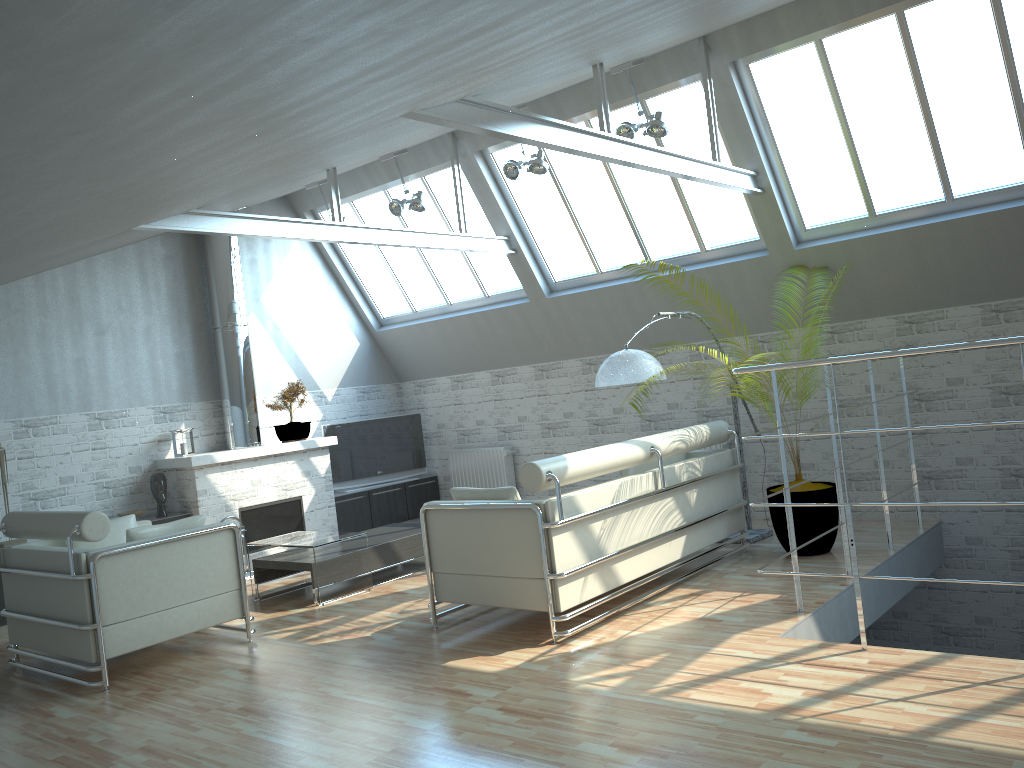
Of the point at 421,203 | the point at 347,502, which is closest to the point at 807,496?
the point at 421,203

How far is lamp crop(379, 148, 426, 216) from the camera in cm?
1609

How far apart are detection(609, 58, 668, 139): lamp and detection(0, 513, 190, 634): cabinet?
10.1 meters

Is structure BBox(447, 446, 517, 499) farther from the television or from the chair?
the chair

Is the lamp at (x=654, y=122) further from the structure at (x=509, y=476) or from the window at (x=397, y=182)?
the structure at (x=509, y=476)

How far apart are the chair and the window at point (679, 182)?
8.4m

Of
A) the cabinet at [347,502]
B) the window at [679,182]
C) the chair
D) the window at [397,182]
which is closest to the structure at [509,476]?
the cabinet at [347,502]

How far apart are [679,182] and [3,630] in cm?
1286

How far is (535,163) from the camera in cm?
1429

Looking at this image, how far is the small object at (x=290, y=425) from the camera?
17.7 meters
